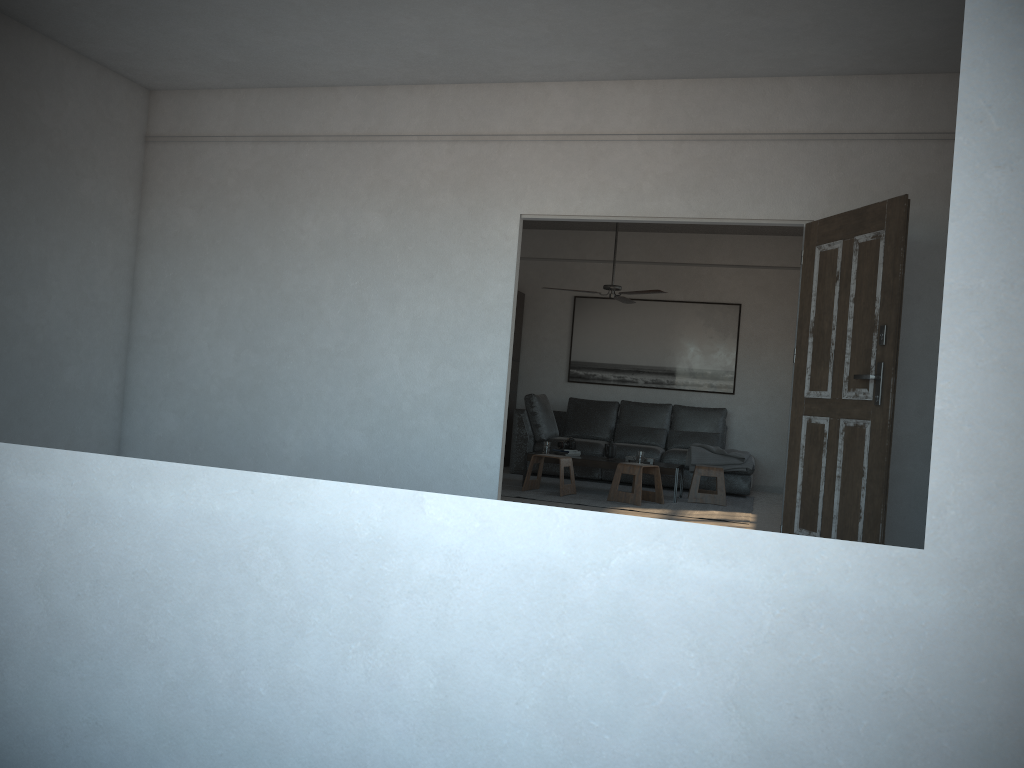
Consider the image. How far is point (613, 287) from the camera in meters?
8.3

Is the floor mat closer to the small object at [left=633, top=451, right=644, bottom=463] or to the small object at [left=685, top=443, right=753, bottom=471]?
the small object at [left=685, top=443, right=753, bottom=471]

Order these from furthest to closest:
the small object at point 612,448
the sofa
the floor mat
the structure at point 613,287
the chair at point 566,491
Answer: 1. the sofa
2. the small object at point 612,448
3. the structure at point 613,287
4. the chair at point 566,491
5. the floor mat

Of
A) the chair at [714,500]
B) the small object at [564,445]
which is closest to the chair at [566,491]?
the small object at [564,445]

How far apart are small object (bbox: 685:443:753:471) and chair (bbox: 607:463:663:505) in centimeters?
122cm

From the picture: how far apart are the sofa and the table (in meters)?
0.98

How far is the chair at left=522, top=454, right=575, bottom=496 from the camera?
7.93m

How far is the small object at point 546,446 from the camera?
8.5m

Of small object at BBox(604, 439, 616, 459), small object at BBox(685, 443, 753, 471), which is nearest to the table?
small object at BBox(604, 439, 616, 459)

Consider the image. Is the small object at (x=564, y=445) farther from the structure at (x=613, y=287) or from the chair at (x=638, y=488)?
the structure at (x=613, y=287)
